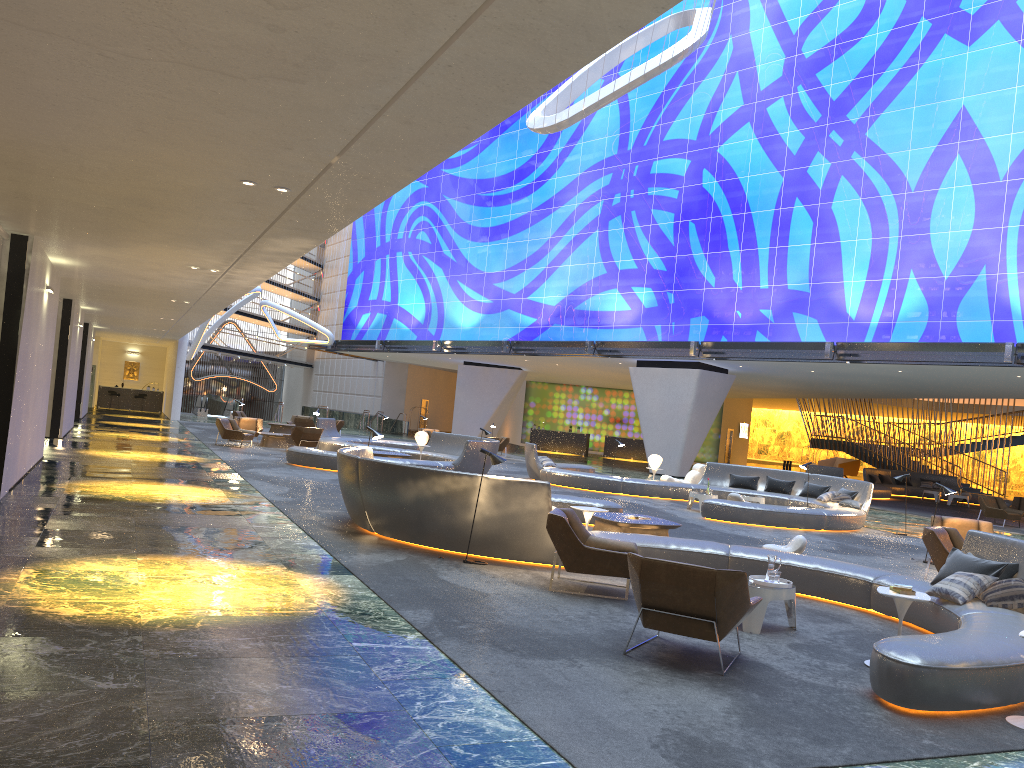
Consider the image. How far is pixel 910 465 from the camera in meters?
38.4

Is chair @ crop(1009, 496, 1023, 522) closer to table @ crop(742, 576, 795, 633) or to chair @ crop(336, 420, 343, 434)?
table @ crop(742, 576, 795, 633)

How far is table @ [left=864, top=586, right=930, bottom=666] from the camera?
6.76m

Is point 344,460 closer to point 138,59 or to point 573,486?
point 138,59

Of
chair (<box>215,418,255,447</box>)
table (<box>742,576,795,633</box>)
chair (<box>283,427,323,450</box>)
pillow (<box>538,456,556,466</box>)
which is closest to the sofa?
pillow (<box>538,456,556,466</box>)

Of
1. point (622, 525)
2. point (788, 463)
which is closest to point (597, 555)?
point (622, 525)

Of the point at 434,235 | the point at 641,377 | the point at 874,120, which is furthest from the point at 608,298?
the point at 434,235

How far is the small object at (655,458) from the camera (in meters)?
24.07

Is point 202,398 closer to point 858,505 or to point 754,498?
point 754,498

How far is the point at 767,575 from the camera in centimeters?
804cm
